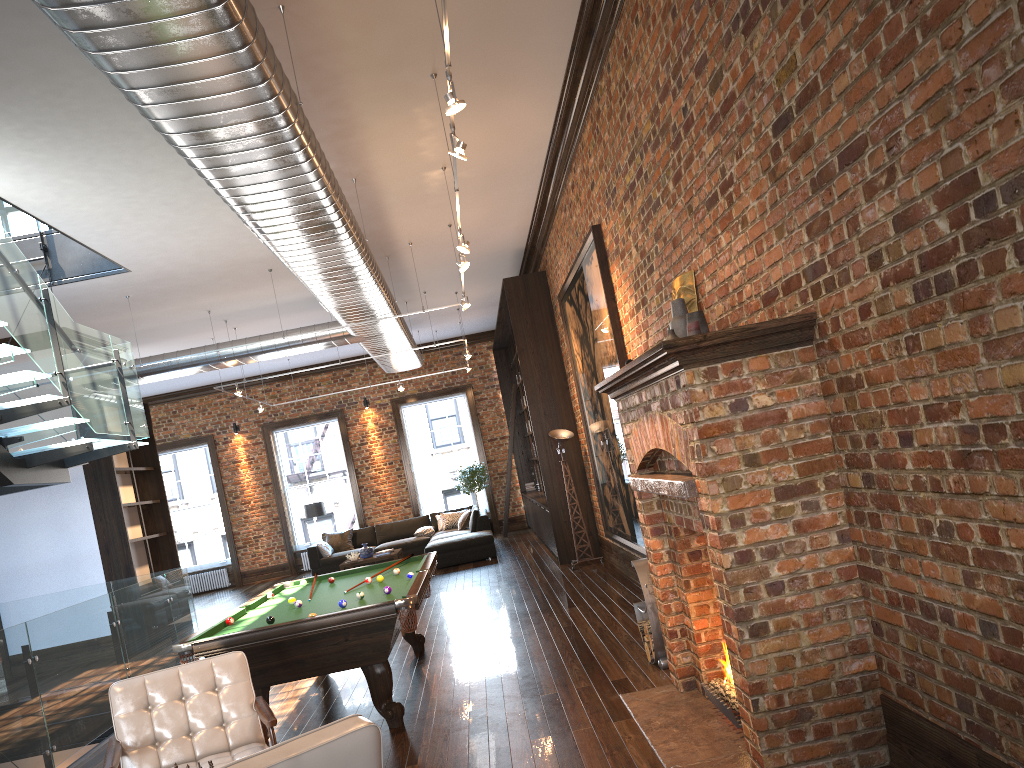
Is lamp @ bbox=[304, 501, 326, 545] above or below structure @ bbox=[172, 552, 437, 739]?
above

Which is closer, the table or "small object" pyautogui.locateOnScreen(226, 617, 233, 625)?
"small object" pyautogui.locateOnScreen(226, 617, 233, 625)

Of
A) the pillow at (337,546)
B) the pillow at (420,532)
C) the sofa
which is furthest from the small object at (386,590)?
the pillow at (337,546)

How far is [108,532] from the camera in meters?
11.8 m

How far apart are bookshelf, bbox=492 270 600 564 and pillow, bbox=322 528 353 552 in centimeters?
357cm

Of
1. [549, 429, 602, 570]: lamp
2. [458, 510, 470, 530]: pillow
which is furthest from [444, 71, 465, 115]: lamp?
[458, 510, 470, 530]: pillow

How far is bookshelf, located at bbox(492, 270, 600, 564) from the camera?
12.14m

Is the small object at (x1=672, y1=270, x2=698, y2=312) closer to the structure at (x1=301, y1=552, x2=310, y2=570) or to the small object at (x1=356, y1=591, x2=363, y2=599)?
the small object at (x1=356, y1=591, x2=363, y2=599)

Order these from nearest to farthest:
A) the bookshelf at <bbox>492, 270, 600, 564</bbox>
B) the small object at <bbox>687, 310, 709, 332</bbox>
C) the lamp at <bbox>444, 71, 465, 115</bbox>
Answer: the lamp at <bbox>444, 71, 465, 115</bbox> < the small object at <bbox>687, 310, 709, 332</bbox> < the bookshelf at <bbox>492, 270, 600, 564</bbox>

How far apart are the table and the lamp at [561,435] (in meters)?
4.84
